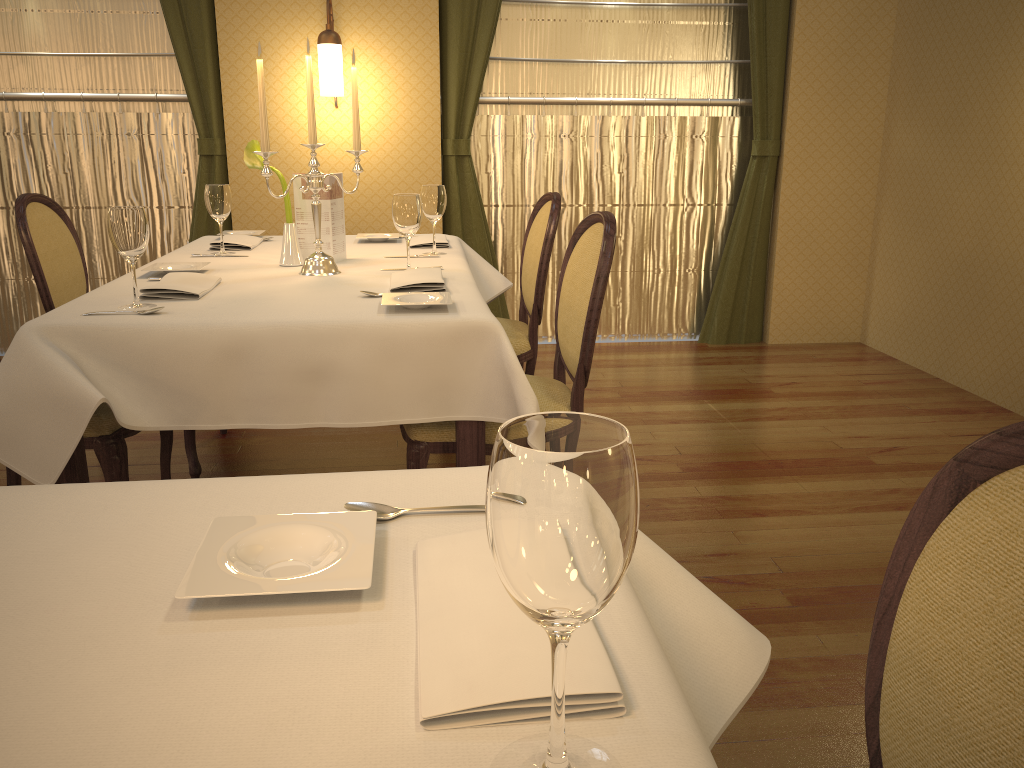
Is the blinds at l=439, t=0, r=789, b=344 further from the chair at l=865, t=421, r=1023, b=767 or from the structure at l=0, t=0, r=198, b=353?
the chair at l=865, t=421, r=1023, b=767

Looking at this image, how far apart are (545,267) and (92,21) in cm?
303

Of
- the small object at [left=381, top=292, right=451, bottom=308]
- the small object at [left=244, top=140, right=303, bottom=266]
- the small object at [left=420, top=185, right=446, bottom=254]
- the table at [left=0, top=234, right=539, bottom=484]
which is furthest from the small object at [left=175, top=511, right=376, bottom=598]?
the small object at [left=420, top=185, right=446, bottom=254]

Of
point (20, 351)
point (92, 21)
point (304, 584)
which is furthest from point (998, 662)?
point (92, 21)

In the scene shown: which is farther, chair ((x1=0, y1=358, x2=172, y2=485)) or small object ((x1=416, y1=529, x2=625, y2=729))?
chair ((x1=0, y1=358, x2=172, y2=485))

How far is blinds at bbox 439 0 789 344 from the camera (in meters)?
4.49

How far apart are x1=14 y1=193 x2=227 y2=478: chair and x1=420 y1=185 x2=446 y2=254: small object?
1.09m

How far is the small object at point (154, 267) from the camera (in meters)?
2.53

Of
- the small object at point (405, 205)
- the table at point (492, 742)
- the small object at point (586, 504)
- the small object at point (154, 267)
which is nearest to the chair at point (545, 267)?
the small object at point (405, 205)

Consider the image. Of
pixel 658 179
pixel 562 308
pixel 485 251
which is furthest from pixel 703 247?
pixel 562 308
